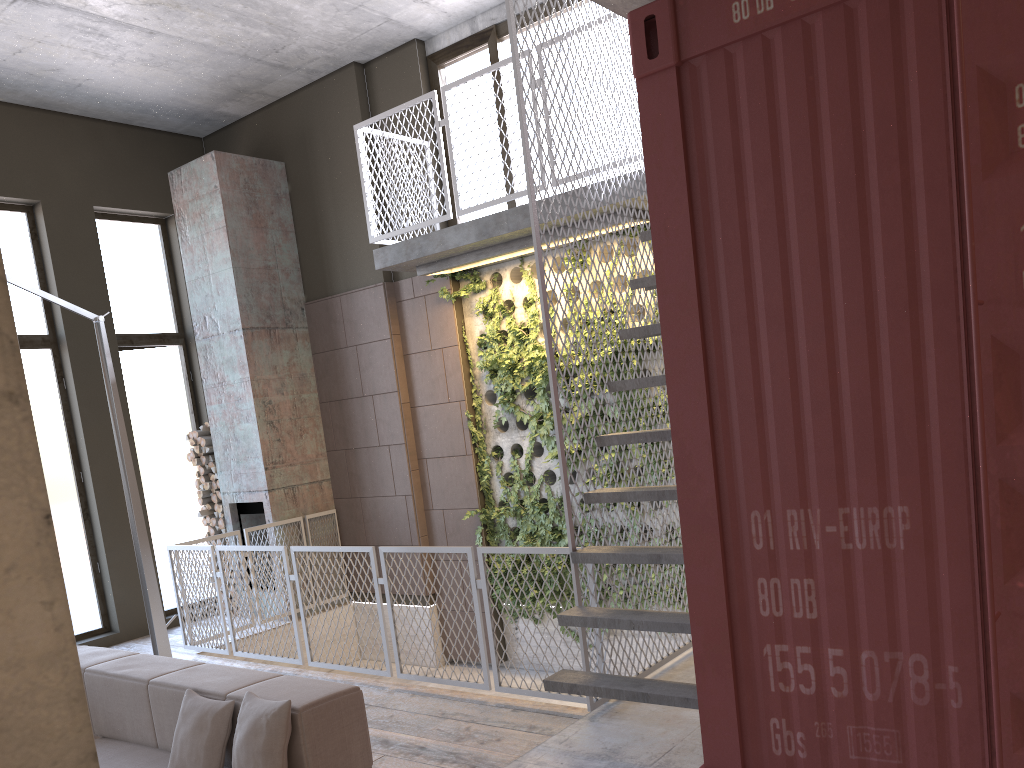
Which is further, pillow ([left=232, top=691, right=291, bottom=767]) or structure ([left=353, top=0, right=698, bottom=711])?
structure ([left=353, top=0, right=698, bottom=711])

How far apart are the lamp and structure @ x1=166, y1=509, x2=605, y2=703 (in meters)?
1.03

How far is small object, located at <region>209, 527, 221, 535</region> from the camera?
9.2m

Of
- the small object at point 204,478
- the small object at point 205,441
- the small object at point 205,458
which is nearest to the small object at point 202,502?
the small object at point 204,478

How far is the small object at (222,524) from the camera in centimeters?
901cm

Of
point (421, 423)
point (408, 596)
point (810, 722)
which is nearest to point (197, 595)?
point (421, 423)

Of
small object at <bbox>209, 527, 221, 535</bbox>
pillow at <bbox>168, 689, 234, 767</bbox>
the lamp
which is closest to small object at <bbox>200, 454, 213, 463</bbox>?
small object at <bbox>209, 527, 221, 535</bbox>

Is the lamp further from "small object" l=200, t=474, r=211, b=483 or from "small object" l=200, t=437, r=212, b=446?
"small object" l=200, t=474, r=211, b=483

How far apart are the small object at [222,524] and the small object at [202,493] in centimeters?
36cm

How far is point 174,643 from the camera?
8.2 meters
